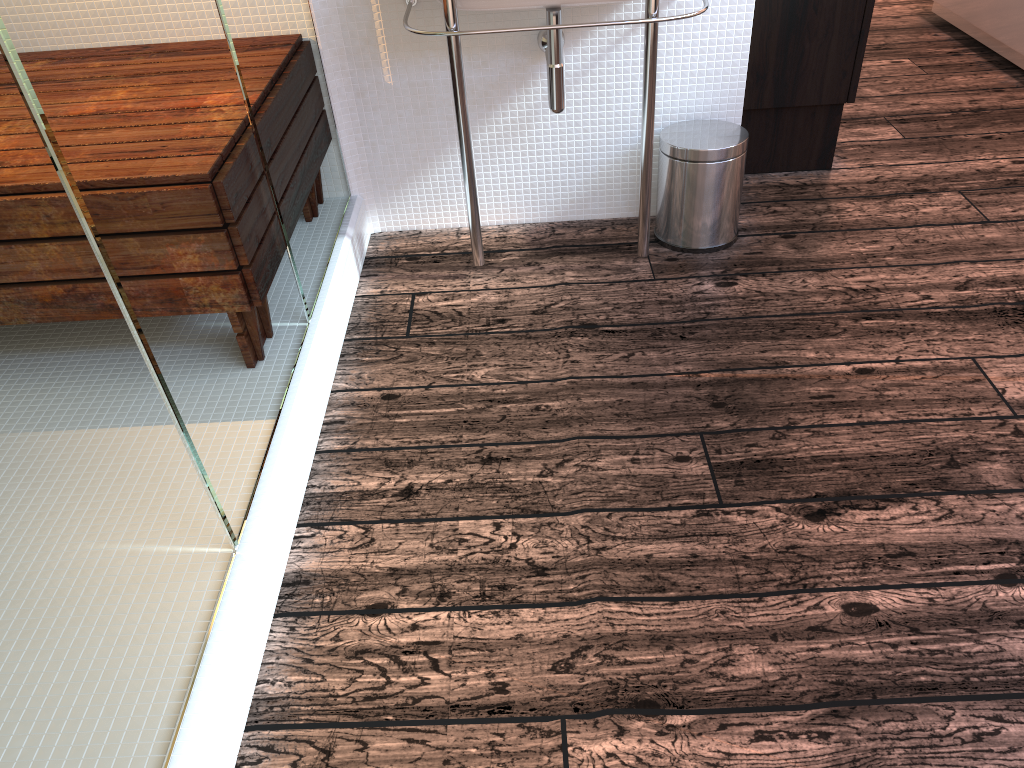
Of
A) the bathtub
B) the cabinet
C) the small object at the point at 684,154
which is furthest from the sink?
the bathtub

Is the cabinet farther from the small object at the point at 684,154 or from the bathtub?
the bathtub

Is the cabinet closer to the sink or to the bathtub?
the sink

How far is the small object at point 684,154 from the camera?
2.2m

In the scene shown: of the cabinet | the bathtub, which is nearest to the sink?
the cabinet

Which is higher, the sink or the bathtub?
the sink

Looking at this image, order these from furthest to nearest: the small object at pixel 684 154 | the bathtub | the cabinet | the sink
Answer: the bathtub
the cabinet
the small object at pixel 684 154
the sink

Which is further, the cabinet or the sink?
the cabinet

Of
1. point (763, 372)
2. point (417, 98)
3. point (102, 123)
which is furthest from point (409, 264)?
point (102, 123)

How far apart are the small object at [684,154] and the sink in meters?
0.1 m
